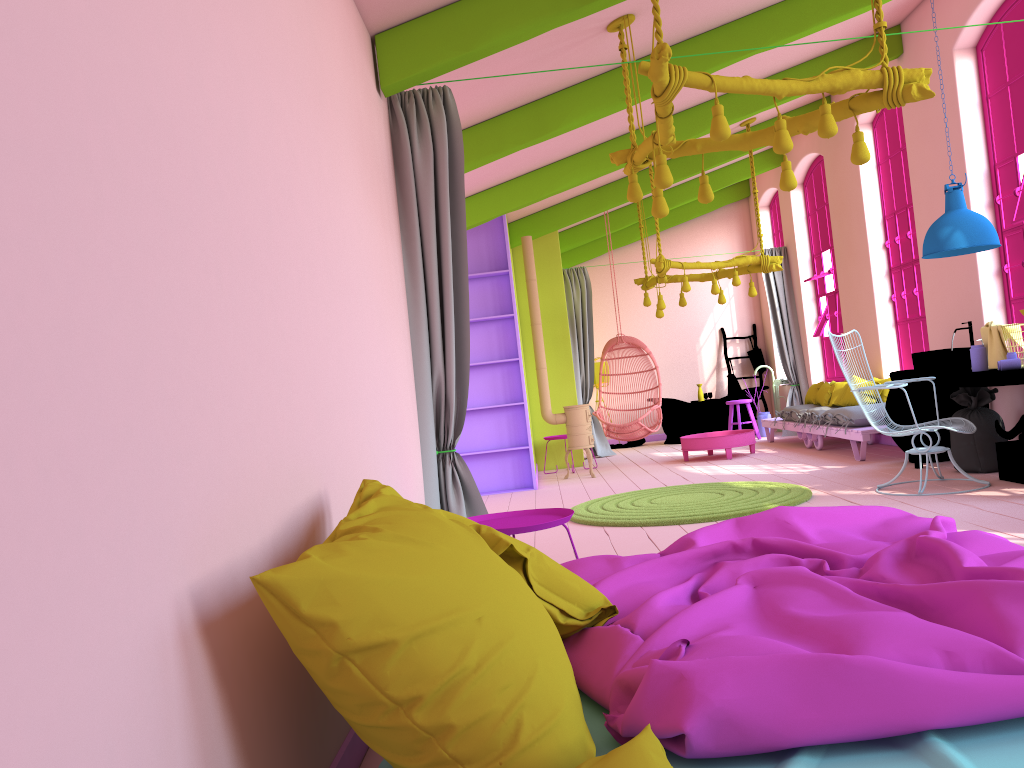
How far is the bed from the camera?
1.7m

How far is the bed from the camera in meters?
1.7

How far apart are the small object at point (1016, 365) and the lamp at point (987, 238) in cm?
84

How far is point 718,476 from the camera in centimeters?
871cm

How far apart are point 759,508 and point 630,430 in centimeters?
457cm

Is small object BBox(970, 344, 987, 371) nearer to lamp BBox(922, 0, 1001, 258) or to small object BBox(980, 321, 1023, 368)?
small object BBox(980, 321, 1023, 368)

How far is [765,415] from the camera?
12.9m

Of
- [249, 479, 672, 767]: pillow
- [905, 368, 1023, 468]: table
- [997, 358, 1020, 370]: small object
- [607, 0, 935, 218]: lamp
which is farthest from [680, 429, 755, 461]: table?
[249, 479, 672, 767]: pillow

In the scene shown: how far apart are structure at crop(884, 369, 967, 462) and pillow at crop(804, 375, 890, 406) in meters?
1.5 m

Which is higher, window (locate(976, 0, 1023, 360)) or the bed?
window (locate(976, 0, 1023, 360))
